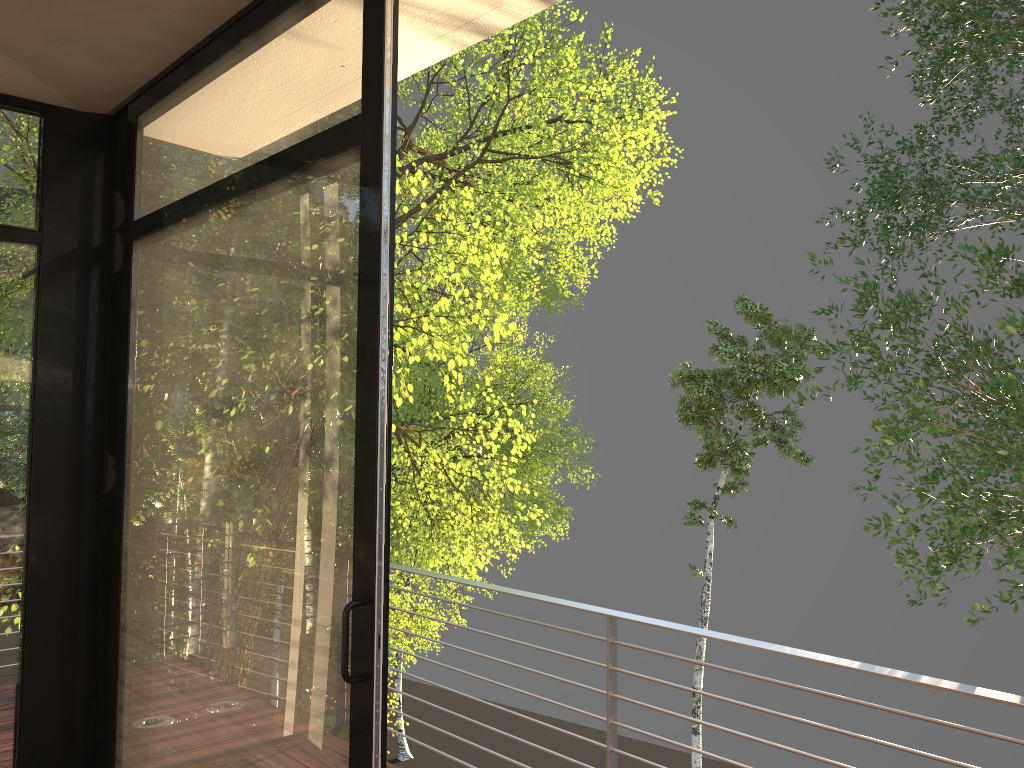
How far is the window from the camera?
2.0 meters

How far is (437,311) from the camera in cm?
594

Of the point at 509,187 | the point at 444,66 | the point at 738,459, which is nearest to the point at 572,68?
the point at 509,187

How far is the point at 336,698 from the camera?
1.96m

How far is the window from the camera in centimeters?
196cm

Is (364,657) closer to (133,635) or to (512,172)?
(133,635)
